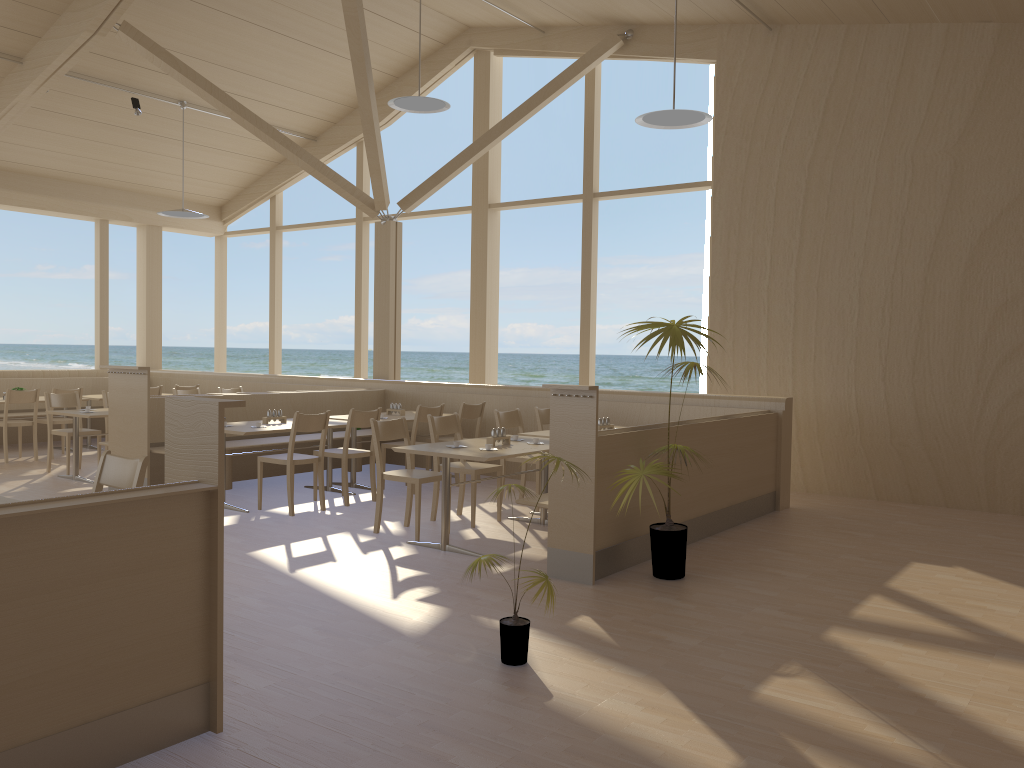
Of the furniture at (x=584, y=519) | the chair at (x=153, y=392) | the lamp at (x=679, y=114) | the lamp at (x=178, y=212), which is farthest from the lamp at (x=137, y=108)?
the furniture at (x=584, y=519)

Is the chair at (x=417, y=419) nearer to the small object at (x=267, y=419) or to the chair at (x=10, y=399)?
the small object at (x=267, y=419)

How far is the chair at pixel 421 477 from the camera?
5.9m

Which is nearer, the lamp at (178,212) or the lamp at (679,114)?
the lamp at (679,114)

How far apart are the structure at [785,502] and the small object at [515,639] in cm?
419

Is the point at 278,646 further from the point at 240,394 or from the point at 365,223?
the point at 365,223

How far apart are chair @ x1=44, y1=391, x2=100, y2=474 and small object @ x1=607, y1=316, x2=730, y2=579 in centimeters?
611cm

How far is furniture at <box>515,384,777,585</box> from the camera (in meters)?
4.87

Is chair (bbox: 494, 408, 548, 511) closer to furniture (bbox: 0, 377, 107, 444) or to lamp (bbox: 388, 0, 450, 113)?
lamp (bbox: 388, 0, 450, 113)

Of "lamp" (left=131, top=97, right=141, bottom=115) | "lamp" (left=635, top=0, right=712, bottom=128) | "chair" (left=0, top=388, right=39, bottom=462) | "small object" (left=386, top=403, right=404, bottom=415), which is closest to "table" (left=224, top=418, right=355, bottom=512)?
"small object" (left=386, top=403, right=404, bottom=415)
